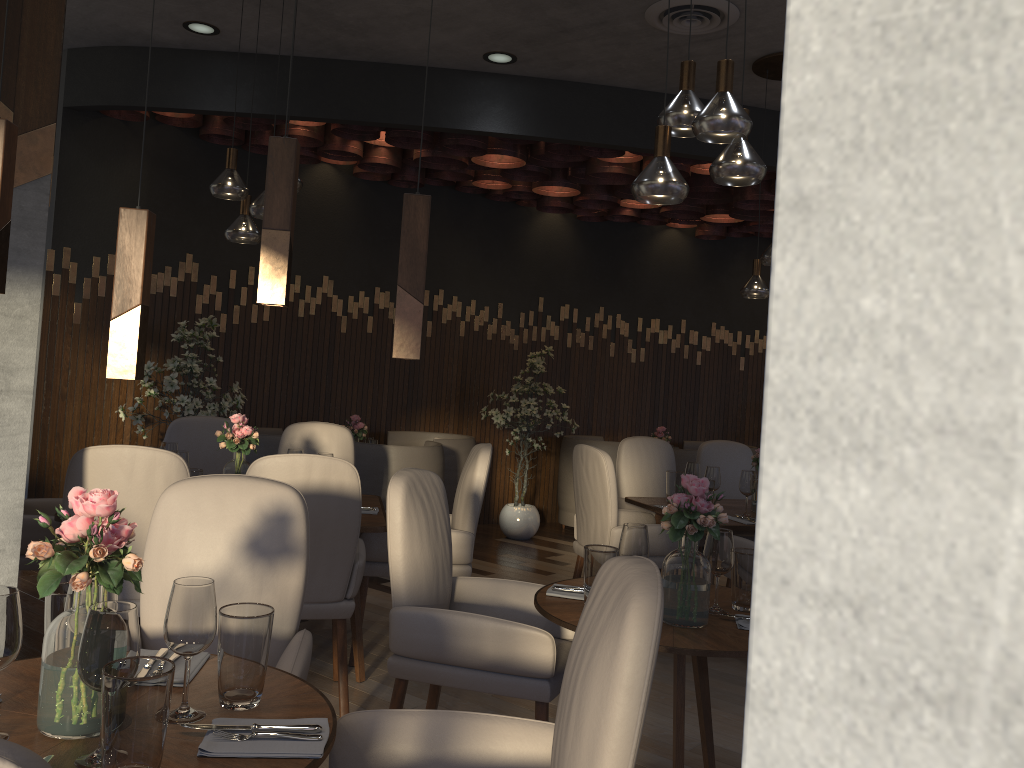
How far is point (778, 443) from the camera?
0.25m

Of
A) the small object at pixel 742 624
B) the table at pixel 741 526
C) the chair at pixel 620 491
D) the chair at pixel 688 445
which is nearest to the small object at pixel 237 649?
the small object at pixel 742 624

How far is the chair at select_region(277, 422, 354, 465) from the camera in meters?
4.9 m

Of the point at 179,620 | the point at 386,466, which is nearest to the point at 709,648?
the point at 179,620

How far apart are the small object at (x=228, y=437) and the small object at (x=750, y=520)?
2.46m

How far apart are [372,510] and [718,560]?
1.9 meters

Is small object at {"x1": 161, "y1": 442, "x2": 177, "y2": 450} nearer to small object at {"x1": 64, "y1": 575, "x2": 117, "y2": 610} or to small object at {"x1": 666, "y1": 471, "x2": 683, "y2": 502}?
small object at {"x1": 64, "y1": 575, "x2": 117, "y2": 610}

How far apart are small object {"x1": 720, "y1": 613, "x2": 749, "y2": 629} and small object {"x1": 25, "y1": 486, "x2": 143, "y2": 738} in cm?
162

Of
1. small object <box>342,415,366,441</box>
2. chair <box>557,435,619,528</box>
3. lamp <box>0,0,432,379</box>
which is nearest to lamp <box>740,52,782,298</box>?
chair <box>557,435,619,528</box>

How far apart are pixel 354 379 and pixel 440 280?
1.2 meters
